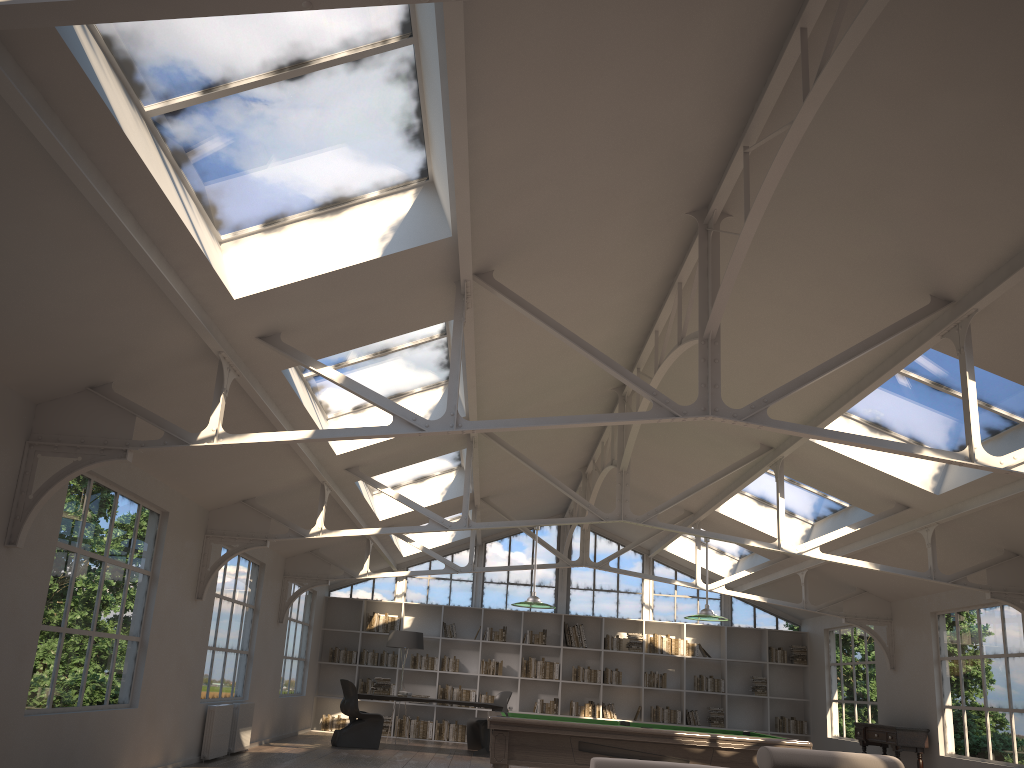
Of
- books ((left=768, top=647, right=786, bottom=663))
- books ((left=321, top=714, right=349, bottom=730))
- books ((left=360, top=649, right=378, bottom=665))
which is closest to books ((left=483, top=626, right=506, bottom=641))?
books ((left=360, top=649, right=378, bottom=665))

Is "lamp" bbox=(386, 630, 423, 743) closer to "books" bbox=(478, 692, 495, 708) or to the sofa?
"books" bbox=(478, 692, 495, 708)

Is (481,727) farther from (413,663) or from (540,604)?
(540,604)

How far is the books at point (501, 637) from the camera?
15.54m

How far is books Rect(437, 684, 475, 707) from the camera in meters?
15.2

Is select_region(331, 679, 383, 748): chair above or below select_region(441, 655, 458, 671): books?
below

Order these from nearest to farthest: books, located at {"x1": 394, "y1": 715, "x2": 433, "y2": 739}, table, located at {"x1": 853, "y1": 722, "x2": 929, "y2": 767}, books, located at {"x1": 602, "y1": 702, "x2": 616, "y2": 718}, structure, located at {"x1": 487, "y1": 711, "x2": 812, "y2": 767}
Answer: structure, located at {"x1": 487, "y1": 711, "x2": 812, "y2": 767} → table, located at {"x1": 853, "y1": 722, "x2": 929, "y2": 767} → books, located at {"x1": 394, "y1": 715, "x2": 433, "y2": 739} → books, located at {"x1": 602, "y1": 702, "x2": 616, "y2": 718}

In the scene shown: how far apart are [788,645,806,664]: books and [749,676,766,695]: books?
0.7 meters

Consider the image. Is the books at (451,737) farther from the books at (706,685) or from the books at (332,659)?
the books at (706,685)

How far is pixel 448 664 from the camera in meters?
15.4 m
